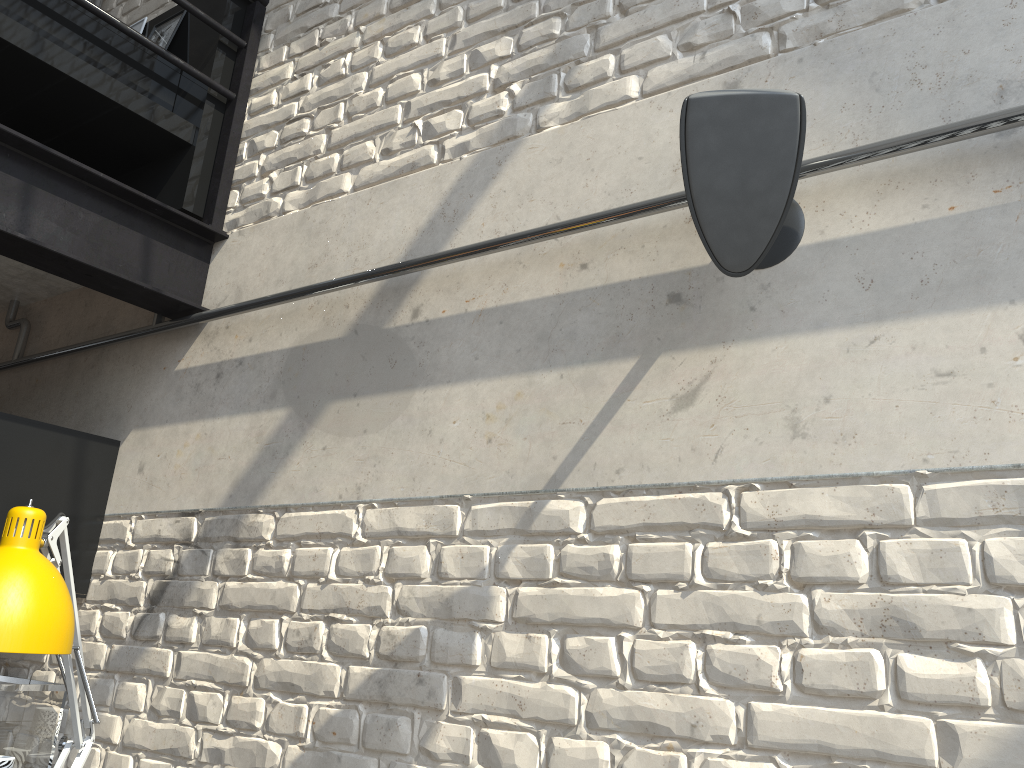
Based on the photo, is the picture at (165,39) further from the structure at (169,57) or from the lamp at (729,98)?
the lamp at (729,98)

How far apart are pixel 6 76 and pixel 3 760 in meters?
1.7

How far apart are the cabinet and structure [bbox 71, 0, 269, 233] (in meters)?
0.67

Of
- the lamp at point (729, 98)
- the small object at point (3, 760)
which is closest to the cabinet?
the small object at point (3, 760)

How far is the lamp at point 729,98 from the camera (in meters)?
1.24

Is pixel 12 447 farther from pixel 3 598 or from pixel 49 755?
pixel 3 598

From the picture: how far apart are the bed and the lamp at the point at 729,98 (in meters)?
1.63

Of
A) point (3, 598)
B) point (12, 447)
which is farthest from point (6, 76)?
point (3, 598)

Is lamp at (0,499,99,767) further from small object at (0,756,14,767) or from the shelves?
small object at (0,756,14,767)

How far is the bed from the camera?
2.2m
